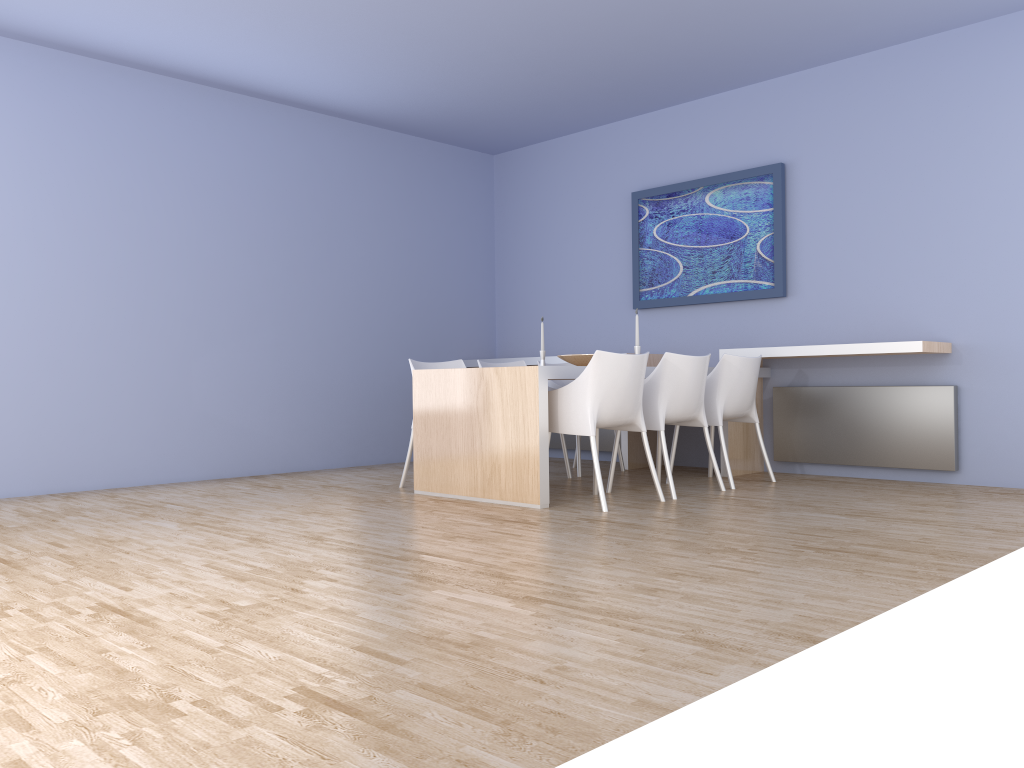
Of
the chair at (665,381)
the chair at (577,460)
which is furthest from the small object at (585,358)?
the chair at (577,460)

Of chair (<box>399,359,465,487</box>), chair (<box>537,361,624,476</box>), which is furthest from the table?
chair (<box>537,361,624,476</box>)

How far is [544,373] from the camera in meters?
4.5

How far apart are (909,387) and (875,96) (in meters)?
1.85

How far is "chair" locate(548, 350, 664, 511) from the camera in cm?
442

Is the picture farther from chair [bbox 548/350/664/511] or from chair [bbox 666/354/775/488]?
chair [bbox 548/350/664/511]

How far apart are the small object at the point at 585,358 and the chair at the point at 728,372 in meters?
0.7 m

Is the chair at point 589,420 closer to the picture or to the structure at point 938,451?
the structure at point 938,451

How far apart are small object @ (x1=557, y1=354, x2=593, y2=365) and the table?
0.41m

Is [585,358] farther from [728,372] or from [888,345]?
[888,345]
